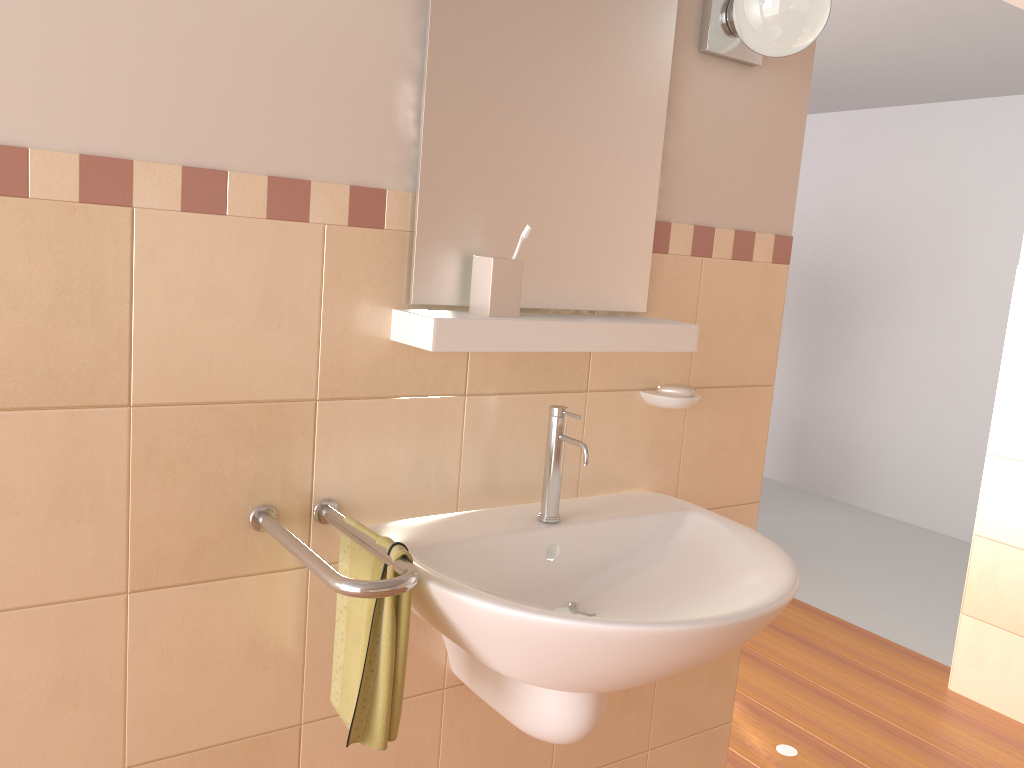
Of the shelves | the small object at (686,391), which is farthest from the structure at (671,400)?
the shelves

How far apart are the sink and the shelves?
0.11m

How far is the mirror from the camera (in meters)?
1.39

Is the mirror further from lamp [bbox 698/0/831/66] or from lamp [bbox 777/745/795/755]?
lamp [bbox 777/745/795/755]

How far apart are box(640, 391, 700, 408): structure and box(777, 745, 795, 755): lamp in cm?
131

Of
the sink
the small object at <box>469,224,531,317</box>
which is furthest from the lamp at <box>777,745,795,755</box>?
the small object at <box>469,224,531,317</box>

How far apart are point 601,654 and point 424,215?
0.7 meters

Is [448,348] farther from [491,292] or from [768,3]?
[768,3]

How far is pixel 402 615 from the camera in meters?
1.2 m

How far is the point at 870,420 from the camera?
5.1m
